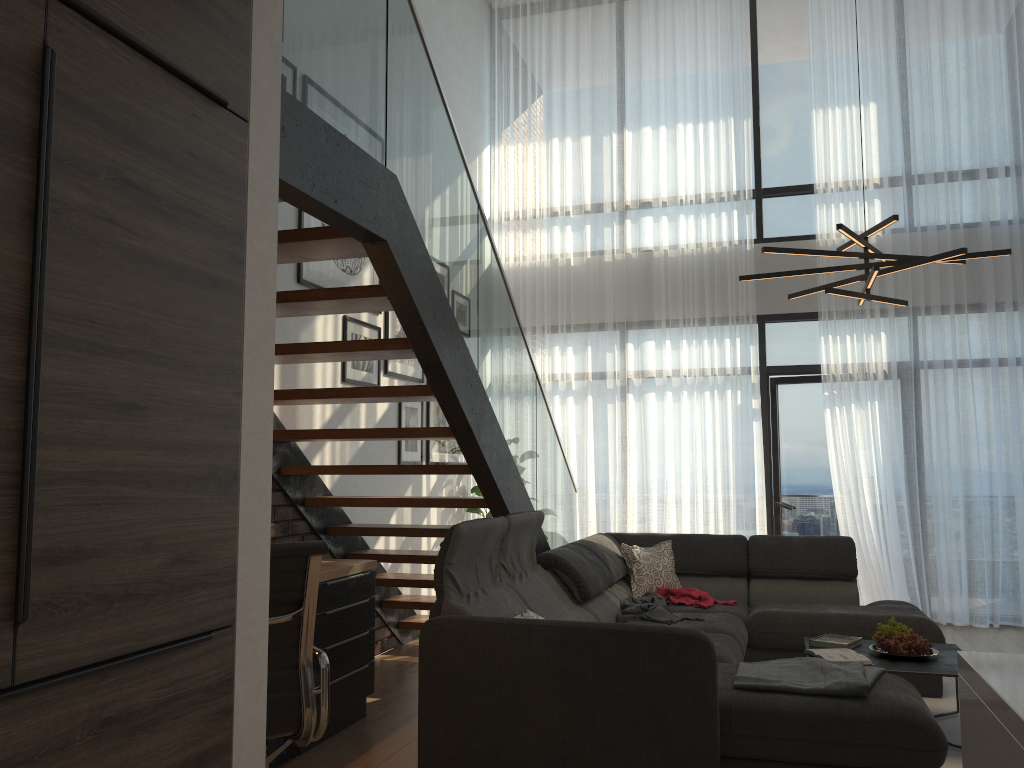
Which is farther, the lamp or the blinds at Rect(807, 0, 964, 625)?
the blinds at Rect(807, 0, 964, 625)

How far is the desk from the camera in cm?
390

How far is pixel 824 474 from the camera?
7.5 meters

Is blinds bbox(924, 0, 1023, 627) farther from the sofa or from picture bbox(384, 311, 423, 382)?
picture bbox(384, 311, 423, 382)

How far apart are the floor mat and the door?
2.6 meters

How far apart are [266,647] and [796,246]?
6.4m

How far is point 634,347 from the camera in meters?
7.6

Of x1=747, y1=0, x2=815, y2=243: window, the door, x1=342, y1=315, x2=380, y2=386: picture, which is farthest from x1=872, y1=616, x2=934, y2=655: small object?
x1=747, y1=0, x2=815, y2=243: window

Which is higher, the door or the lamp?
the lamp

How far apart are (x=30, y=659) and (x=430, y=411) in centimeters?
524cm
